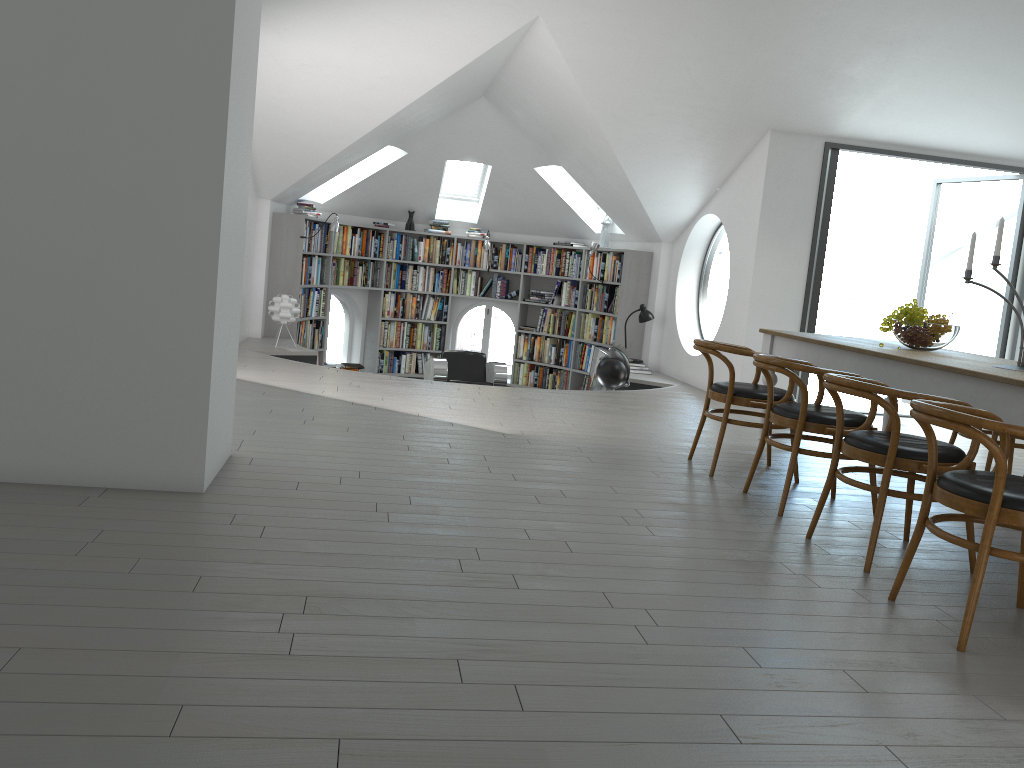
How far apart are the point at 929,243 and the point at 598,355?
3.8m

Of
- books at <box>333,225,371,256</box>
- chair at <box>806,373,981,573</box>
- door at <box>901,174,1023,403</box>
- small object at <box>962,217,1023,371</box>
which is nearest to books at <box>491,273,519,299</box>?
books at <box>333,225,371,256</box>

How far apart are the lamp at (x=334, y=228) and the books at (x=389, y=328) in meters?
2.0 m

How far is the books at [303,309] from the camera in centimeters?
1017cm

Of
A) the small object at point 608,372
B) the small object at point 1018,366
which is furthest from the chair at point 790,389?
the small object at point 608,372

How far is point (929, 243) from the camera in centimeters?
918cm

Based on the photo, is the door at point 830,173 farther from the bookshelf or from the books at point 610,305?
the books at point 610,305

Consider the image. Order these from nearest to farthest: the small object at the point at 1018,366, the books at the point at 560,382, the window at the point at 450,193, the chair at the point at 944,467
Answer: the chair at the point at 944,467
the small object at the point at 1018,366
the books at the point at 560,382
the window at the point at 450,193

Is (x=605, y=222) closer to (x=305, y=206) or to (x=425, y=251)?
(x=425, y=251)

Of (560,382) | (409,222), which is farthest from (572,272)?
(409,222)
